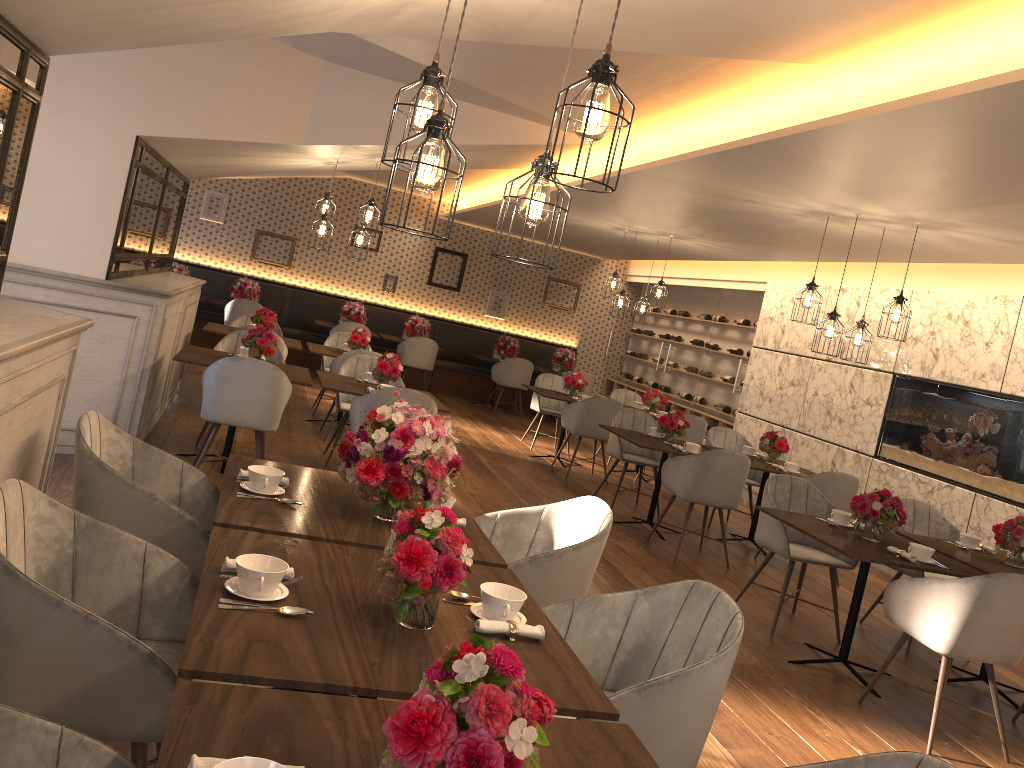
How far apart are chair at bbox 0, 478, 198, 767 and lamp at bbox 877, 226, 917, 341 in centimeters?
490cm

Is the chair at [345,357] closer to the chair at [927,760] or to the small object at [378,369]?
the small object at [378,369]

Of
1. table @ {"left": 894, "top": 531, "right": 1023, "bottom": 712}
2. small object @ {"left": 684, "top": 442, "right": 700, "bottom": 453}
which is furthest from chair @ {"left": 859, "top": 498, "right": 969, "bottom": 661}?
small object @ {"left": 684, "top": 442, "right": 700, "bottom": 453}

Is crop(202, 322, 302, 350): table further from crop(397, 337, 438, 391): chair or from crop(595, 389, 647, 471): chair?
crop(595, 389, 647, 471): chair

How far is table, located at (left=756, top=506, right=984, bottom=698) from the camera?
4.4m

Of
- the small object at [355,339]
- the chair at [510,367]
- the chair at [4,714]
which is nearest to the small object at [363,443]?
the chair at [4,714]

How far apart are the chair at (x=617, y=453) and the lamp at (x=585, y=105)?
5.8 meters

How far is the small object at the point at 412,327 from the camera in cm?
1275

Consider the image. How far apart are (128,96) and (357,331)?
3.6 meters

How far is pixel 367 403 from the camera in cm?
563
